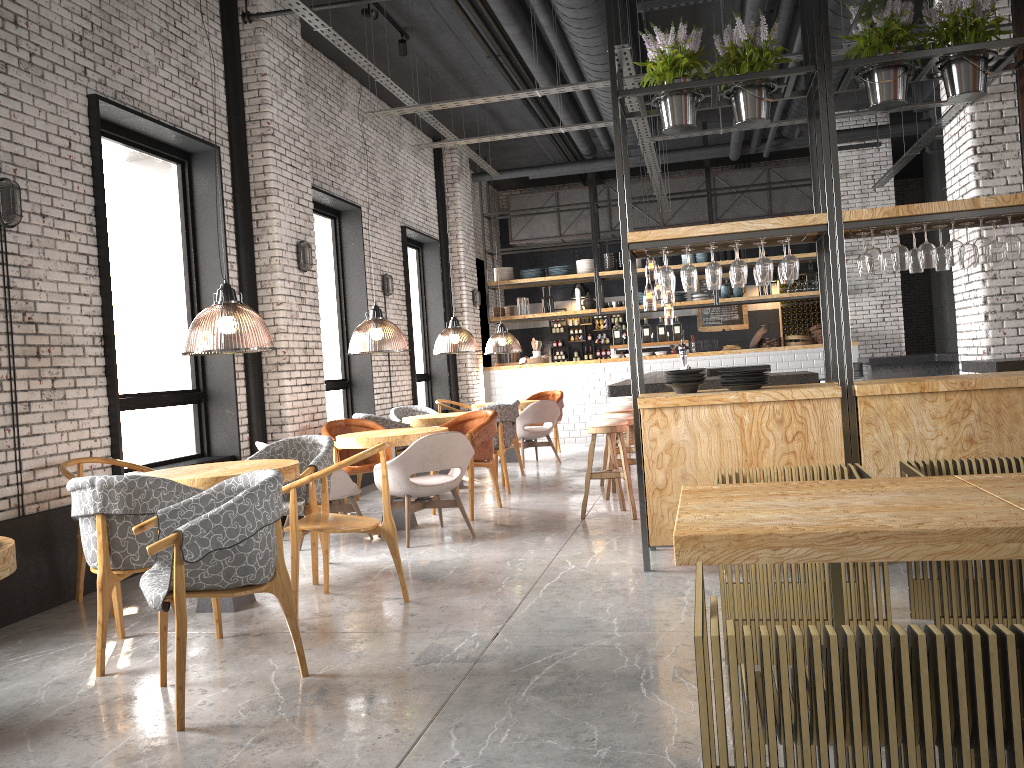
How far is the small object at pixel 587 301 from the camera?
14.8 meters

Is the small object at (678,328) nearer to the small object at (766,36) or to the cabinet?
the cabinet

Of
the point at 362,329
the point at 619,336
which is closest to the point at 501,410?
the point at 362,329

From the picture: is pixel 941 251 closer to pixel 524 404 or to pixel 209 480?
pixel 209 480

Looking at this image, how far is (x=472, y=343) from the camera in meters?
13.0

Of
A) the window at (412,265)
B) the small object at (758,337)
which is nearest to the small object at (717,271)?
the window at (412,265)

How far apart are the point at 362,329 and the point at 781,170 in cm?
976

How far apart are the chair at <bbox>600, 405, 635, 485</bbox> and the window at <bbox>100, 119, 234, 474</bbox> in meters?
3.9

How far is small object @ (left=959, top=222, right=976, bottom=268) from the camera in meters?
5.2

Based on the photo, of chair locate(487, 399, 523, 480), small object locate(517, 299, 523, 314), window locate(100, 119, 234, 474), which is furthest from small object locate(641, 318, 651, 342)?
window locate(100, 119, 234, 474)
